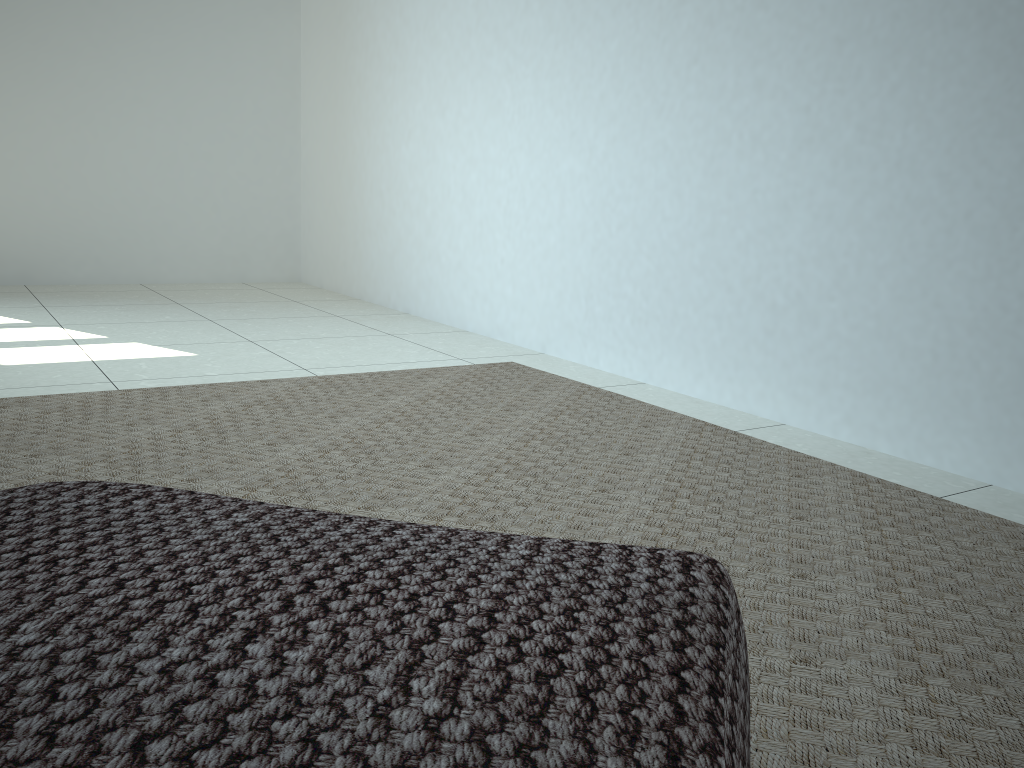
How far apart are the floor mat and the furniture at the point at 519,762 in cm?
27

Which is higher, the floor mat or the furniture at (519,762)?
the furniture at (519,762)

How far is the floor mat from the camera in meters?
0.9 m

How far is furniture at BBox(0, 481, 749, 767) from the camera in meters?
0.4

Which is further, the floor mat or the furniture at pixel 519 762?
the floor mat

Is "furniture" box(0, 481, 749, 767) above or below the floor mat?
above

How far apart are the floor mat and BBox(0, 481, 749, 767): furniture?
0.3 meters

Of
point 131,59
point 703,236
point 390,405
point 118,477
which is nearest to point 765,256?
point 703,236

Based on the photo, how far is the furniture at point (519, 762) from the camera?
0.39m

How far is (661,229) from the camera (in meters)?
2.43
